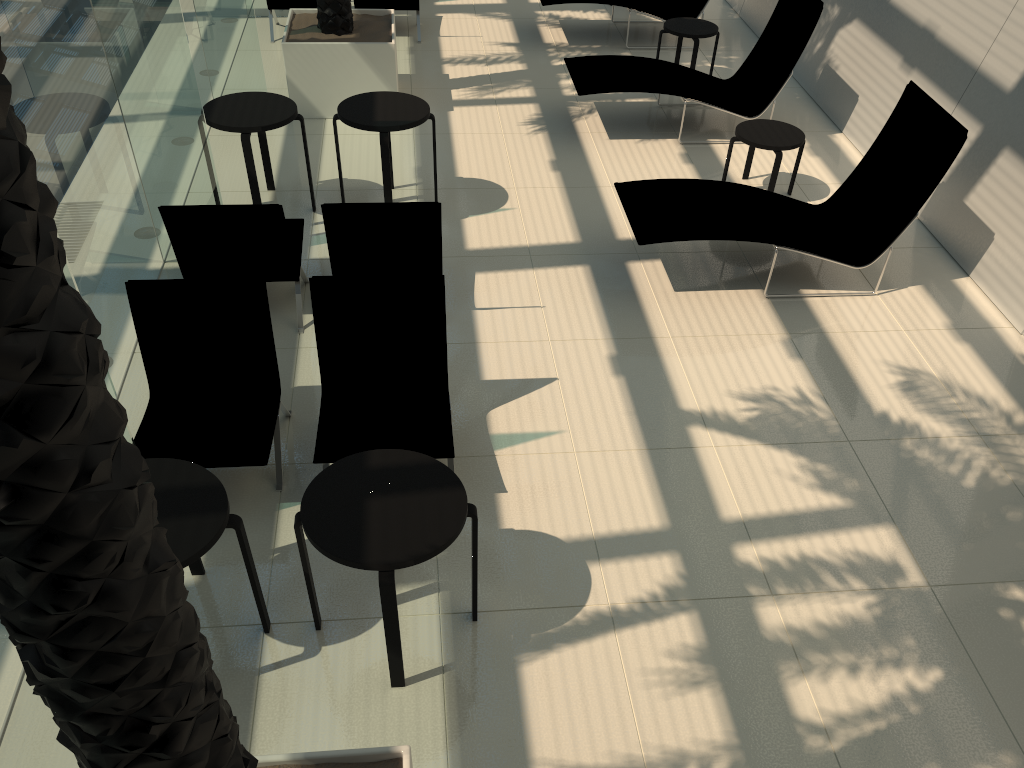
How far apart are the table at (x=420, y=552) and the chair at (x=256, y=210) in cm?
226

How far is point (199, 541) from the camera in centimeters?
335cm

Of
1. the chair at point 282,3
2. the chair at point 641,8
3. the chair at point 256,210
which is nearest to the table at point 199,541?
the chair at point 256,210

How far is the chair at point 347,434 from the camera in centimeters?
460cm

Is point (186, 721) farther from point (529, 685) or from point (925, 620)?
point (925, 620)

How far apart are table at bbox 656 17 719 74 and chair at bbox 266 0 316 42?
4.1m

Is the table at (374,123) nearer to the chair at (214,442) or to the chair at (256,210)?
the chair at (256,210)

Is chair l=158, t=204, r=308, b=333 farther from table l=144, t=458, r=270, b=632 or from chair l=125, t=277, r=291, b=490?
table l=144, t=458, r=270, b=632

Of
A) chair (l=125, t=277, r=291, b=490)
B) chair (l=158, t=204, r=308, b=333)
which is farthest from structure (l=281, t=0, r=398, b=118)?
chair (l=125, t=277, r=291, b=490)

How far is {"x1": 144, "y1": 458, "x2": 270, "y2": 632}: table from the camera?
3.3 meters
